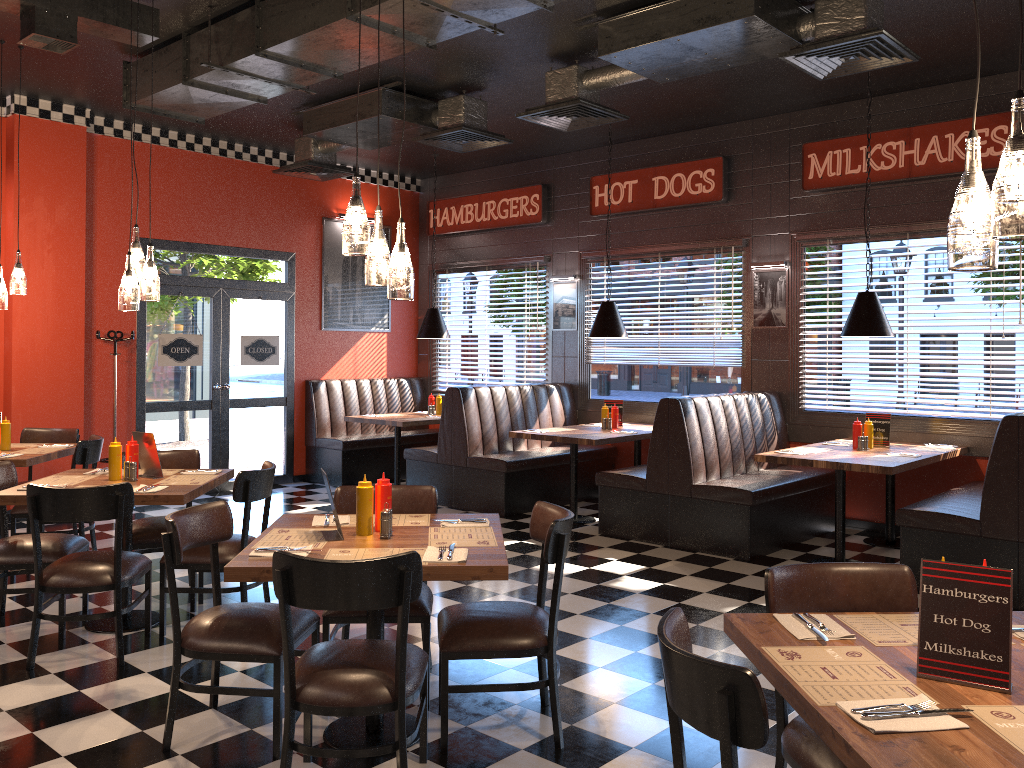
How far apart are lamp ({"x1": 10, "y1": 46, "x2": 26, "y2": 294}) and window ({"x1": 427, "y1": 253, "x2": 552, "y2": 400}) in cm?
524

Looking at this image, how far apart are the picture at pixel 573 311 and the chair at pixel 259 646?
6.2 meters

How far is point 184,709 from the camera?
3.75m

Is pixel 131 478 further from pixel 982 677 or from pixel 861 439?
pixel 861 439

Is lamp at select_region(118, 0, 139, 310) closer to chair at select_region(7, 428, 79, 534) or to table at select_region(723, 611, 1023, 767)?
chair at select_region(7, 428, 79, 534)

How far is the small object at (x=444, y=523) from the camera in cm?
375

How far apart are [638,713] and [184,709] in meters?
1.9 m

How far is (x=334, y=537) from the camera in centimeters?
347cm

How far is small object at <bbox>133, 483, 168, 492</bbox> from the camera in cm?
452

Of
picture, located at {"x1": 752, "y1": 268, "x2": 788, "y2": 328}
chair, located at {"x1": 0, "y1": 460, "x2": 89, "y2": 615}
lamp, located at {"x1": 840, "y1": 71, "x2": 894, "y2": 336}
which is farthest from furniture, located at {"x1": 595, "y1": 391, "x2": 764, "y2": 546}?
chair, located at {"x1": 0, "y1": 460, "x2": 89, "y2": 615}
